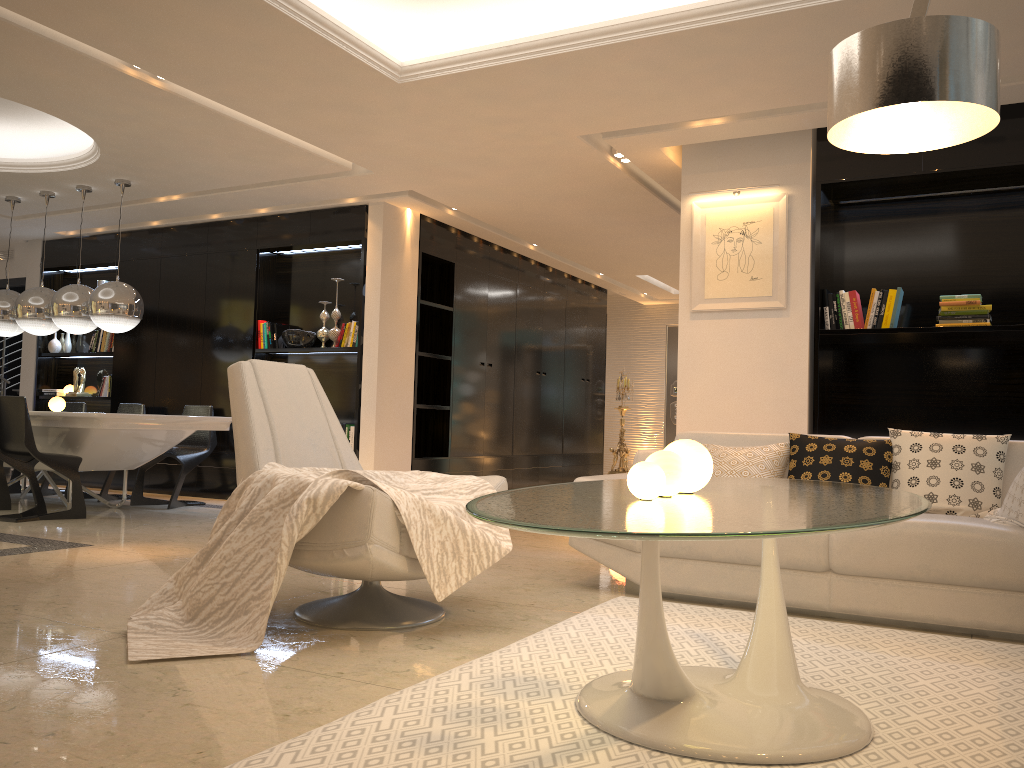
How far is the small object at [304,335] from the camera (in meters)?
7.91

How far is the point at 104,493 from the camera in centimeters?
761cm

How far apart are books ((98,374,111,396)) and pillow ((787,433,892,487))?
7.28m

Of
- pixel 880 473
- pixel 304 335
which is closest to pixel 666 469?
pixel 880 473

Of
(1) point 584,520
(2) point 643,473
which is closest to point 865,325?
(2) point 643,473

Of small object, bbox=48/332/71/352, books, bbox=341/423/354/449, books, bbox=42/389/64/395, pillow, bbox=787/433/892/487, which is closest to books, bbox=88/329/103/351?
small object, bbox=48/332/71/352

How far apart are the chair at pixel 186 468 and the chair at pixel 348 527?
3.87m

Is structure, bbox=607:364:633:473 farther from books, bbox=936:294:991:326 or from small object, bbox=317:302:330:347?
books, bbox=936:294:991:326

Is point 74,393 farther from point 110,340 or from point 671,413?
Answer: point 671,413

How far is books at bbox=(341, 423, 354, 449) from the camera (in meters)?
7.55
